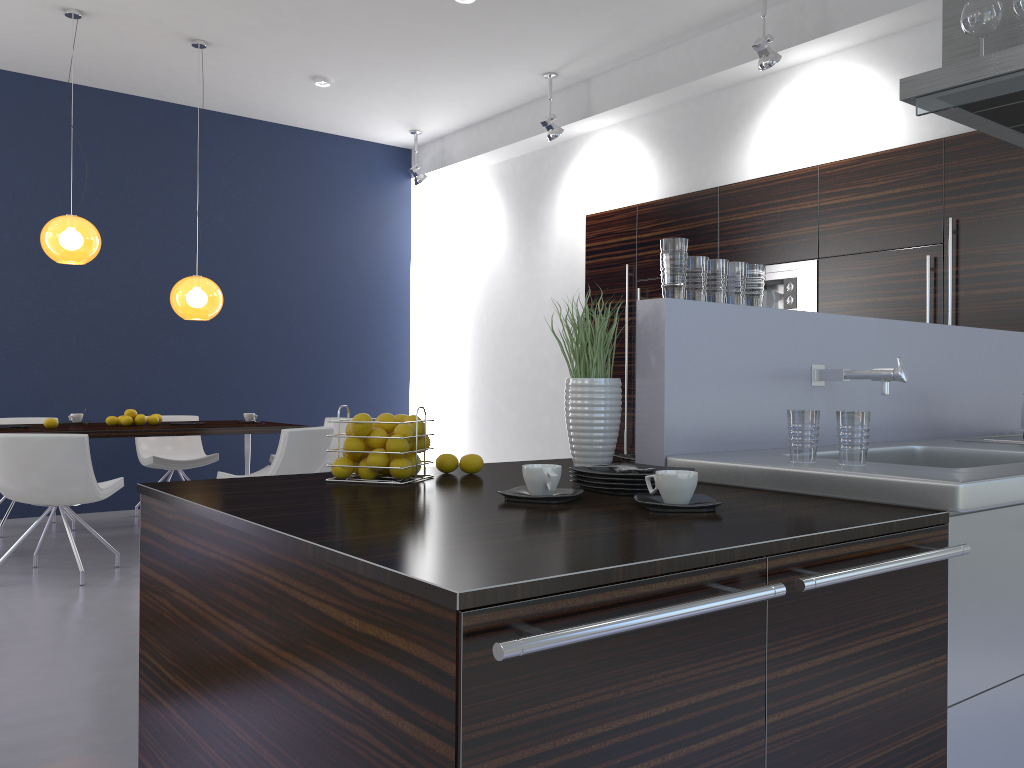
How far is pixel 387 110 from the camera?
7.84m

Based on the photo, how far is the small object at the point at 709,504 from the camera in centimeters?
159cm

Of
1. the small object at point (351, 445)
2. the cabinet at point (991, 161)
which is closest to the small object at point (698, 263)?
the small object at point (351, 445)

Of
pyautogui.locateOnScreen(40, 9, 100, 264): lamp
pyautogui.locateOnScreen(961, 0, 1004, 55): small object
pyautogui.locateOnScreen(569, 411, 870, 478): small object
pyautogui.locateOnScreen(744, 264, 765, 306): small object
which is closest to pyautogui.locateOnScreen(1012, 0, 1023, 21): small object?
Answer: pyautogui.locateOnScreen(961, 0, 1004, 55): small object

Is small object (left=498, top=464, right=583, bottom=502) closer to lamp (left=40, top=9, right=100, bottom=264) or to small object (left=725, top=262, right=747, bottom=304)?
small object (left=725, top=262, right=747, bottom=304)

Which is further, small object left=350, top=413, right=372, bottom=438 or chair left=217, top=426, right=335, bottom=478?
chair left=217, top=426, right=335, bottom=478

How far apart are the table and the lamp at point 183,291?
0.8 meters

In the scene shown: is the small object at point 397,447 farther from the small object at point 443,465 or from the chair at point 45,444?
the chair at point 45,444

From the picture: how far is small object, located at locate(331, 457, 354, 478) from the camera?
2.04m

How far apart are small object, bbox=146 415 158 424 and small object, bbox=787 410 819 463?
5.11m
